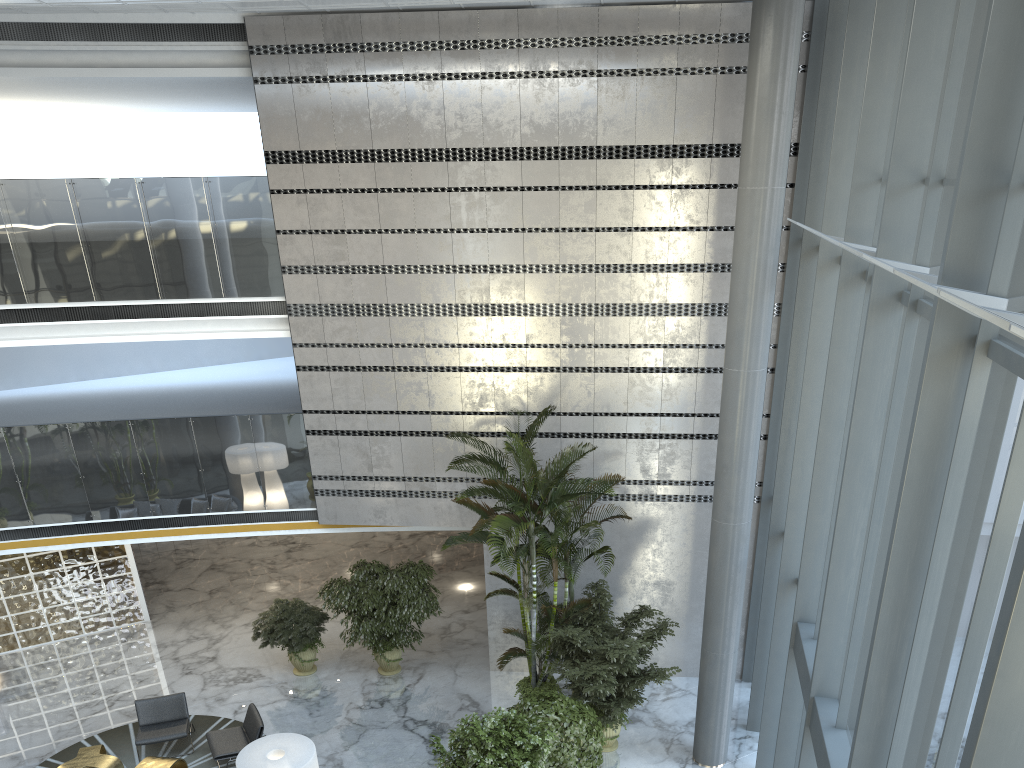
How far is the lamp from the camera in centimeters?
824cm

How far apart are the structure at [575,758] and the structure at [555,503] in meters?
0.8

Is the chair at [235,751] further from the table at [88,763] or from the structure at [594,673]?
the structure at [594,673]

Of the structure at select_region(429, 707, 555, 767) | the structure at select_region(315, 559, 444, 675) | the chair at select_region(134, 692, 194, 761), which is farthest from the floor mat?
the structure at select_region(429, 707, 555, 767)

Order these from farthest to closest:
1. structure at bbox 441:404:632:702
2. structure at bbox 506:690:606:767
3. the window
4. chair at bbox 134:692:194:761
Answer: chair at bbox 134:692:194:761
structure at bbox 441:404:632:702
structure at bbox 506:690:606:767
the window

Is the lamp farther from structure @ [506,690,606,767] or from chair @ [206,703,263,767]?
structure @ [506,690,606,767]

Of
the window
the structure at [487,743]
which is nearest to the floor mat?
the structure at [487,743]

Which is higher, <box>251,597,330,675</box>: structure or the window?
the window

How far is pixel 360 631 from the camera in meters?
12.2

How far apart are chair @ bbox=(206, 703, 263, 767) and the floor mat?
0.3m
